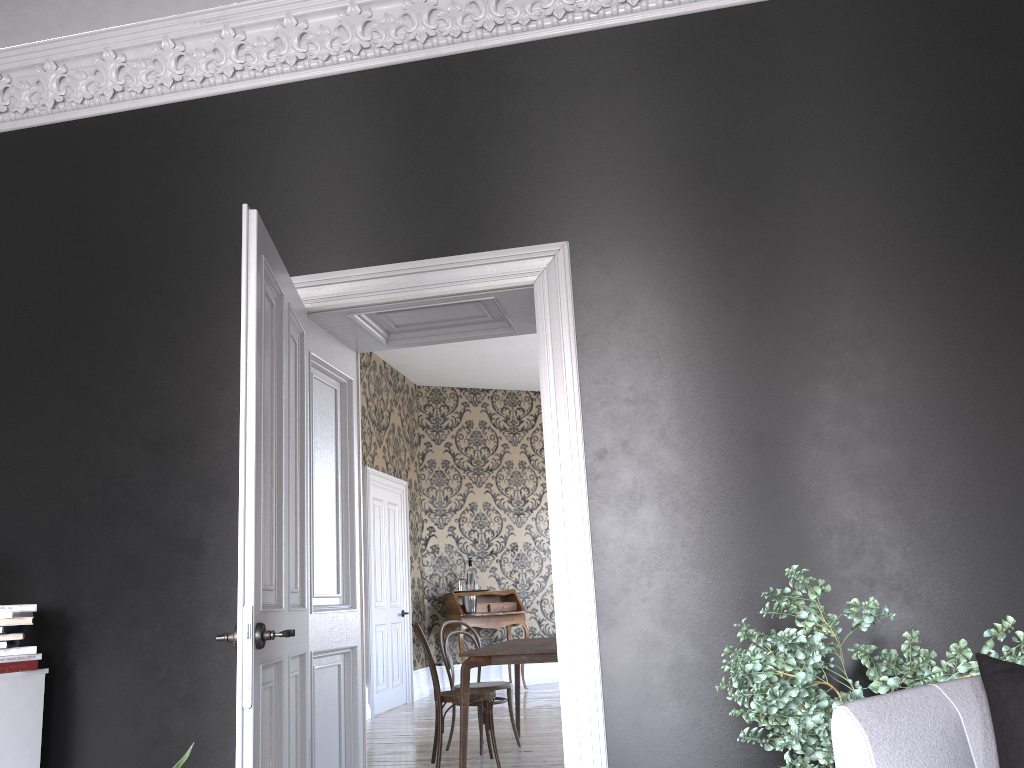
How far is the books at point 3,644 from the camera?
3.56m

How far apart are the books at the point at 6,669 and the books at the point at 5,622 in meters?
0.2 m

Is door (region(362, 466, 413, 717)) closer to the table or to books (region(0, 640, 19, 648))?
the table

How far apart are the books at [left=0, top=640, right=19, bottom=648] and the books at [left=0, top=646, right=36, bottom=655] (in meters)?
0.03

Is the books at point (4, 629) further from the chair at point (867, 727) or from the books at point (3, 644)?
the chair at point (867, 727)

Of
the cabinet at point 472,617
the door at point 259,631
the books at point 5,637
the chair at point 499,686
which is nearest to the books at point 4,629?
the books at point 5,637

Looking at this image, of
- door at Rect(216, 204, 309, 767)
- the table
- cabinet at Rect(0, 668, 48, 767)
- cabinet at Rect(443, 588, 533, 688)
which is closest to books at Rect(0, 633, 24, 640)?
cabinet at Rect(0, 668, 48, 767)

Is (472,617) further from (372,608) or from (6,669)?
(6,669)

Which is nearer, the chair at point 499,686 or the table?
the table

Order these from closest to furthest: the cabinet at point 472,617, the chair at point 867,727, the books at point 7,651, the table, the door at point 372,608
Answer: the chair at point 867,727, the books at point 7,651, the table, the door at point 372,608, the cabinet at point 472,617
